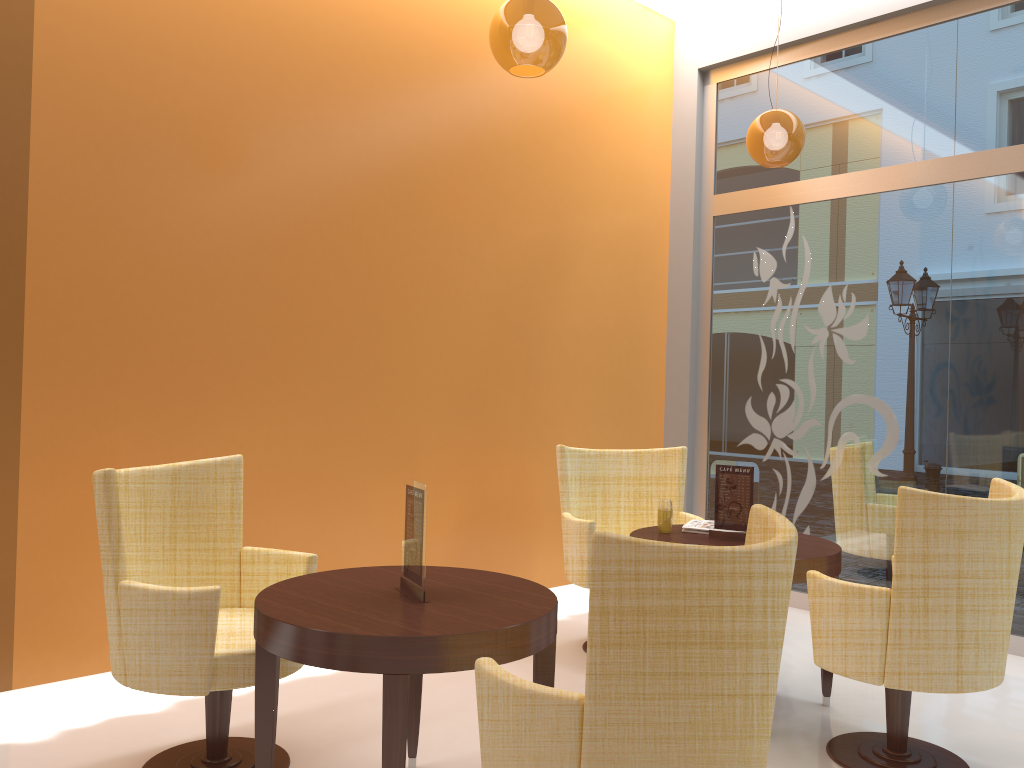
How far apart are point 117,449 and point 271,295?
1.0m

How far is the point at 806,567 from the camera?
3.4m

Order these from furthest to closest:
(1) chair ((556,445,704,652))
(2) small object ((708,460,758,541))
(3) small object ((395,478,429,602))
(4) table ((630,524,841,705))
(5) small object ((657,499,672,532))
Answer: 1. (1) chair ((556,445,704,652))
2. (5) small object ((657,499,672,532))
3. (2) small object ((708,460,758,541))
4. (4) table ((630,524,841,705))
5. (3) small object ((395,478,429,602))

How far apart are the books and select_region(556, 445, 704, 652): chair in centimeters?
46cm

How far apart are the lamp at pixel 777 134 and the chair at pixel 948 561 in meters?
2.0

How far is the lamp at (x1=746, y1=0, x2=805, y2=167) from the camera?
4.5m

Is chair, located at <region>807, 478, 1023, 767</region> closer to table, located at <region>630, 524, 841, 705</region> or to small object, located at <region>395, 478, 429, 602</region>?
table, located at <region>630, 524, 841, 705</region>

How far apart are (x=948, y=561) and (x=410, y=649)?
1.8 meters

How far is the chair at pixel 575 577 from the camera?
4.3m

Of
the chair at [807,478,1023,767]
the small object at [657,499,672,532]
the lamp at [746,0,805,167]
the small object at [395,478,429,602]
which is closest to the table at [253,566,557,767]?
the small object at [395,478,429,602]
